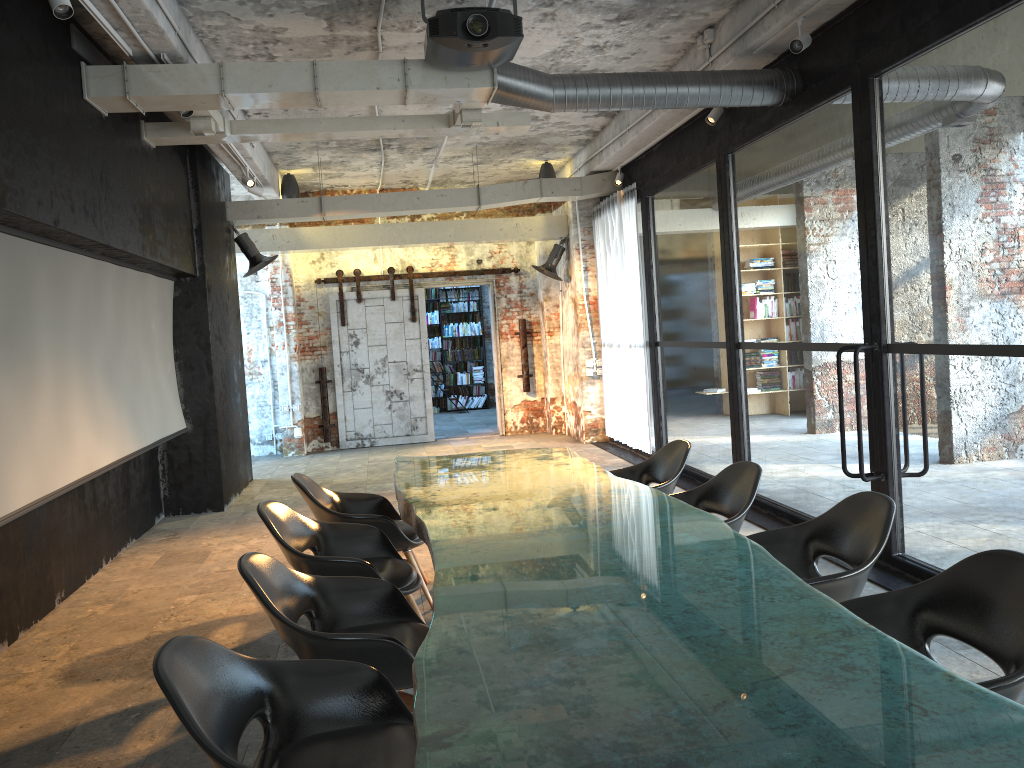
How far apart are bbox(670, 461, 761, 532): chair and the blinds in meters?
5.2 m

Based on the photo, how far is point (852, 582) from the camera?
3.4 meters

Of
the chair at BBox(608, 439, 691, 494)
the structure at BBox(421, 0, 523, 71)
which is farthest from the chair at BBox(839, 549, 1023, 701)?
the structure at BBox(421, 0, 523, 71)

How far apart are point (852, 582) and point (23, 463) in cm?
428

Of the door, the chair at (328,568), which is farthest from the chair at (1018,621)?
the door

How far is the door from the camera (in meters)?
13.35

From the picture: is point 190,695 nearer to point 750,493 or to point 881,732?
point 881,732

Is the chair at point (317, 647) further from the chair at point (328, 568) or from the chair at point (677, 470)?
the chair at point (677, 470)

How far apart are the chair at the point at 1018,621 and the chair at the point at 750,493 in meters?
1.3

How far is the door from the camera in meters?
13.4 m
